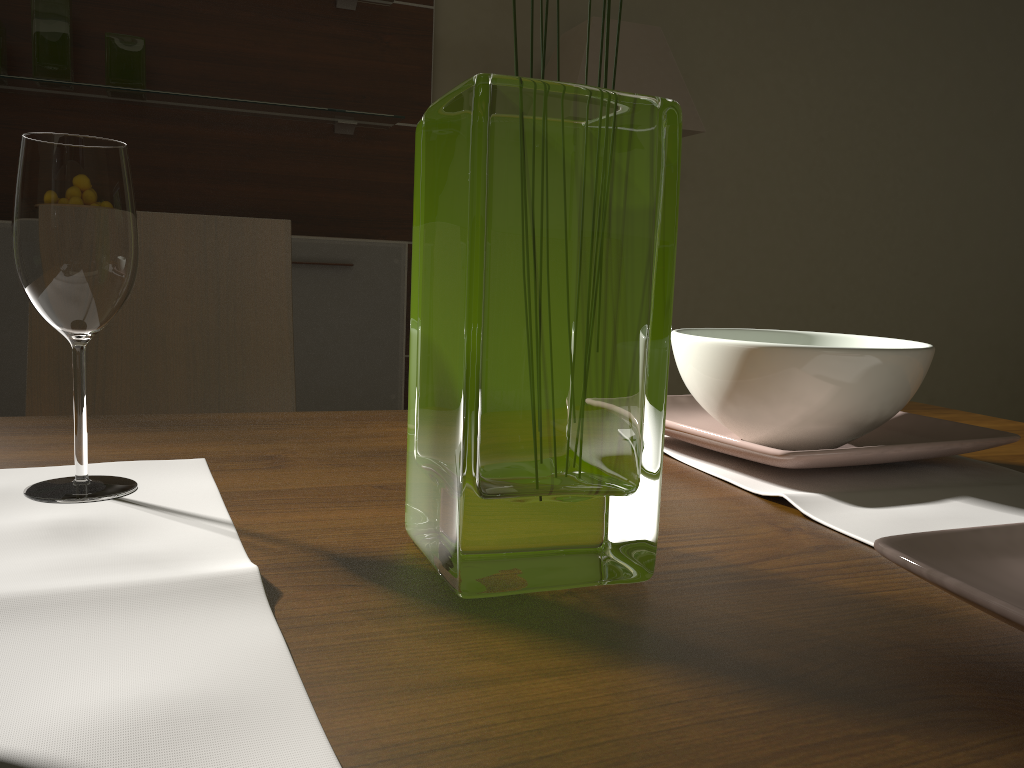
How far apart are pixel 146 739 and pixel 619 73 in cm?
284

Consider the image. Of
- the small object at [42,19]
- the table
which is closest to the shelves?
the small object at [42,19]

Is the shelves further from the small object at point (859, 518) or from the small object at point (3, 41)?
the small object at point (859, 518)

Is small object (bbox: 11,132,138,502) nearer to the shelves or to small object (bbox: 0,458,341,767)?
small object (bbox: 0,458,341,767)

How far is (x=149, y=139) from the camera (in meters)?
2.82

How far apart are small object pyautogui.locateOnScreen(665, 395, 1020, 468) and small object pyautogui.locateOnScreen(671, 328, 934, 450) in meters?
0.0 m

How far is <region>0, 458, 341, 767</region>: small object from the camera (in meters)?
0.29

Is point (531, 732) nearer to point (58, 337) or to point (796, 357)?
point (796, 357)

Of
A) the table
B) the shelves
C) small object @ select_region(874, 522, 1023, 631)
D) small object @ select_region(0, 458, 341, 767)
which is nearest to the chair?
the table

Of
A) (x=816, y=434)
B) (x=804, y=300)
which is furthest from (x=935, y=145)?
(x=816, y=434)
